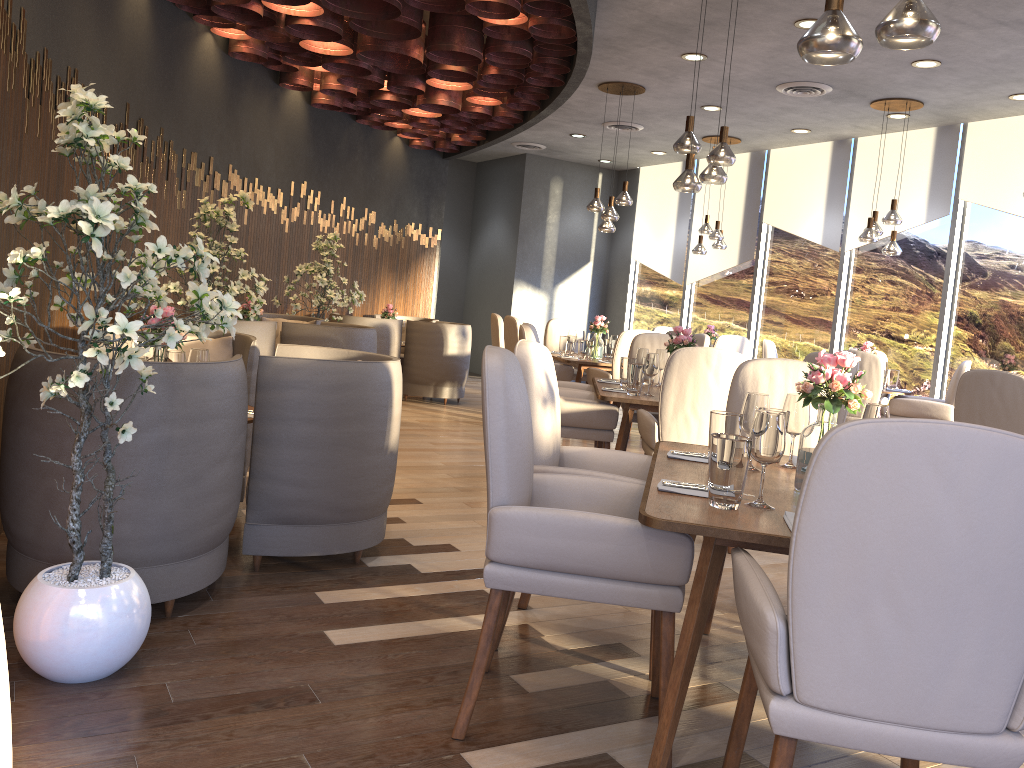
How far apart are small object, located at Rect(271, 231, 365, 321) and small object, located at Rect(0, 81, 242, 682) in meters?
4.9

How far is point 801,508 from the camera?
1.5 meters

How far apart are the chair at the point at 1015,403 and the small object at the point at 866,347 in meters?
2.7 m

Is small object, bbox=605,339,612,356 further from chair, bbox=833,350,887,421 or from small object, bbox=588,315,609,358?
chair, bbox=833,350,887,421

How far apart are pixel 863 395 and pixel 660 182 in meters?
10.1 m

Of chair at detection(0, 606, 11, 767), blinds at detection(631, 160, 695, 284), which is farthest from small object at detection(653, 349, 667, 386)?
blinds at detection(631, 160, 695, 284)

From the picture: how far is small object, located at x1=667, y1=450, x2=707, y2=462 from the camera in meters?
2.9 m

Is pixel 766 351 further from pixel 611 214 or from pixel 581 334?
pixel 611 214

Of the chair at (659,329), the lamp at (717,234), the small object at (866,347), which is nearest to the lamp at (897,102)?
the small object at (866,347)

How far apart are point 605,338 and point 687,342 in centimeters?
344cm
